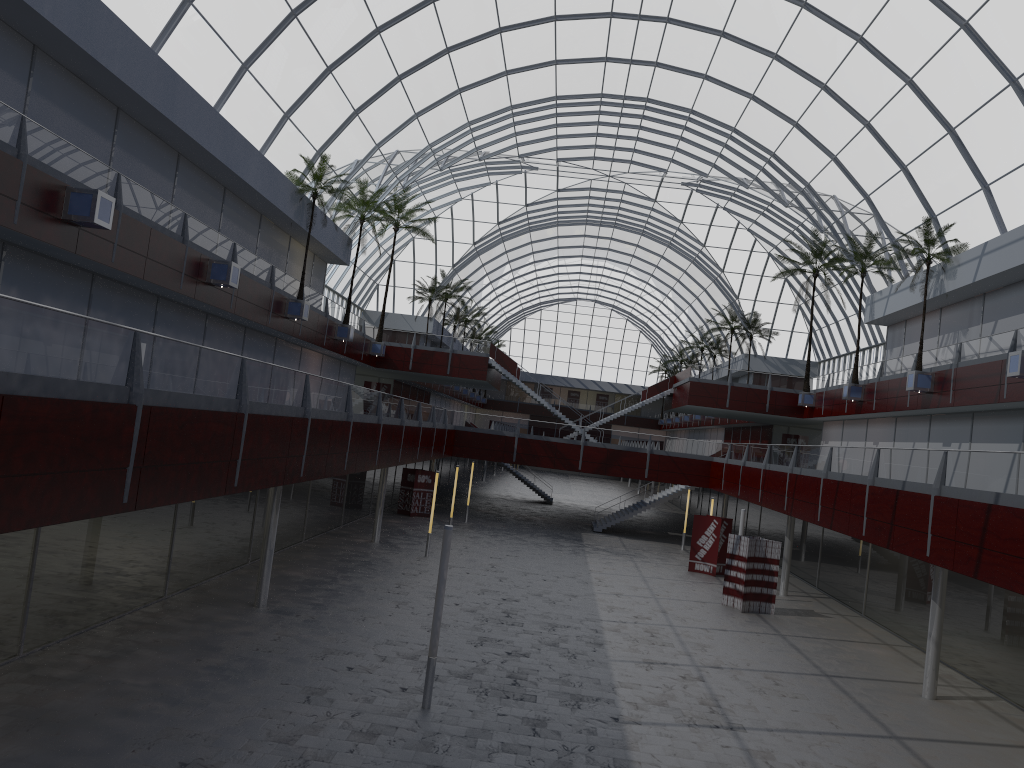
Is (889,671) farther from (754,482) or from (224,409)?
(224,409)

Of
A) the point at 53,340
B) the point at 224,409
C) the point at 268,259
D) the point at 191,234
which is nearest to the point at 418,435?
the point at 268,259
